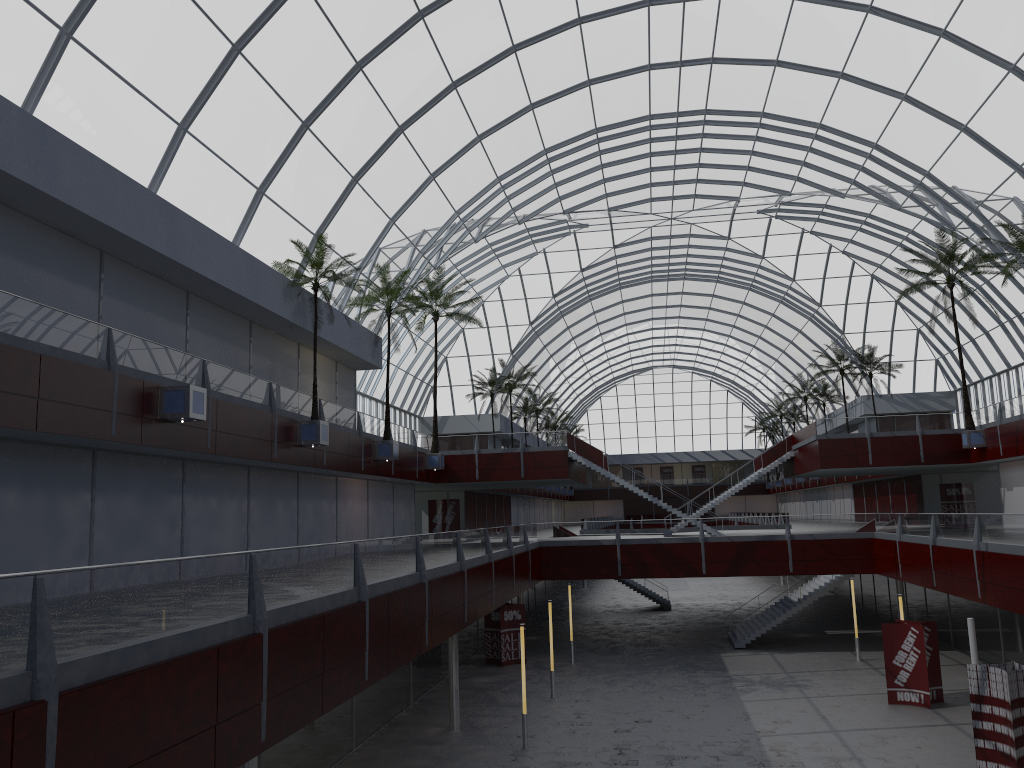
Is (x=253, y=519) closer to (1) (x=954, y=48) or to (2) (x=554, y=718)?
(2) (x=554, y=718)
